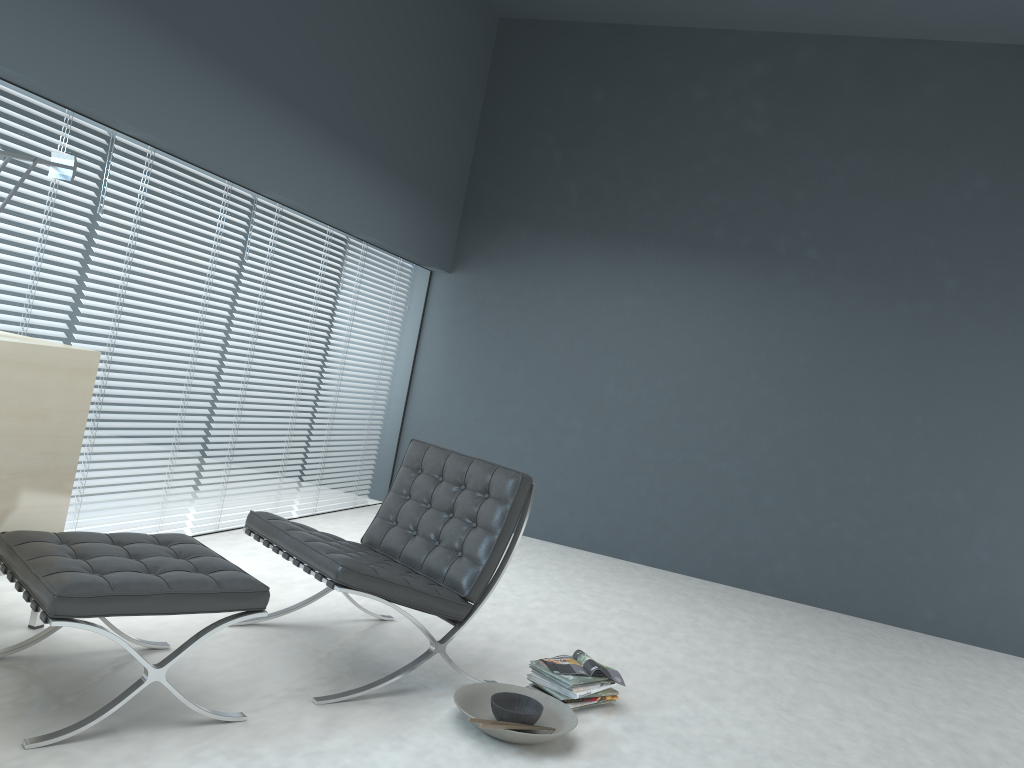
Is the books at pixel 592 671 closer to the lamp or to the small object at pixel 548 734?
the small object at pixel 548 734

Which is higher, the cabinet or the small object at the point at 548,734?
the cabinet

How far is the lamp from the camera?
2.95m

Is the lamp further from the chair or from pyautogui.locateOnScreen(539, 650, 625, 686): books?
pyautogui.locateOnScreen(539, 650, 625, 686): books

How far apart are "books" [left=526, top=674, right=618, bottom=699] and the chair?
0.38m

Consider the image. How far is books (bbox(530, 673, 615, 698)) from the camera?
2.98m

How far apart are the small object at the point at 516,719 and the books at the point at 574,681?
Answer: 0.2 meters

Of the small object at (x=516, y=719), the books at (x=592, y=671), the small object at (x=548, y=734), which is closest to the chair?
the small object at (x=548, y=734)

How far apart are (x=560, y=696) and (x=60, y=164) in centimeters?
244cm

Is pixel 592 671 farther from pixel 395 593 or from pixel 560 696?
pixel 395 593
